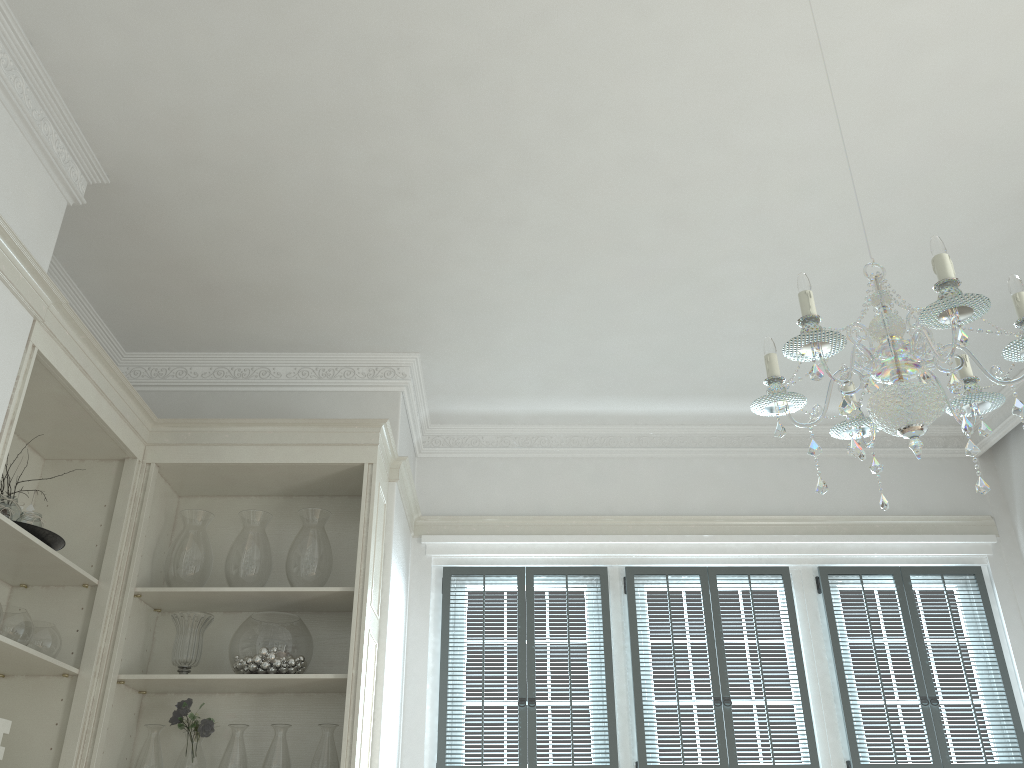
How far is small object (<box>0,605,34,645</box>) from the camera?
2.89m

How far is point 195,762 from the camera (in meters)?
3.29

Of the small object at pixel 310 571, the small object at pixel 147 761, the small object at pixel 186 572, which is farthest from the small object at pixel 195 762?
the small object at pixel 310 571

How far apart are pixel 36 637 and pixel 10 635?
0.2m

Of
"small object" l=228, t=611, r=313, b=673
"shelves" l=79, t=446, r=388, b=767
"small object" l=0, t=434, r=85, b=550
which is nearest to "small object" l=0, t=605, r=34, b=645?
"small object" l=0, t=434, r=85, b=550

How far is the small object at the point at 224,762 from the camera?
3.28m

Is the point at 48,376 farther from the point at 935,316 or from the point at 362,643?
the point at 935,316

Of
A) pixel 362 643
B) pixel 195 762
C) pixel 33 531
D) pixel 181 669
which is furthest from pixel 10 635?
pixel 362 643

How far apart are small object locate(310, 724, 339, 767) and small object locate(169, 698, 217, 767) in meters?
0.4 m

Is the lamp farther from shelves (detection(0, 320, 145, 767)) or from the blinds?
the blinds
